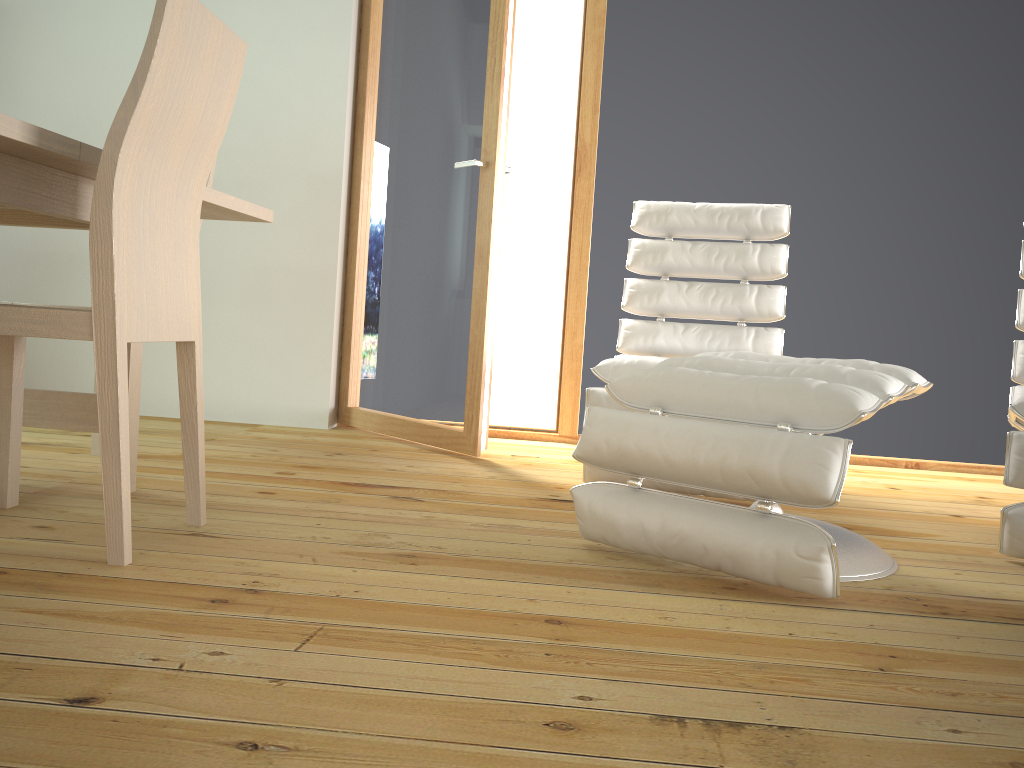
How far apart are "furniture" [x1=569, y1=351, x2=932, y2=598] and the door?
1.03m

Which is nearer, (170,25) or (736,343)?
(170,25)

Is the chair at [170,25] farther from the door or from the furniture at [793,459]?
the door

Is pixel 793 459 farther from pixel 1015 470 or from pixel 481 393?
pixel 481 393

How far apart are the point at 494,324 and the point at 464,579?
1.5m

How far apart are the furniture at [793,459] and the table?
1.1 meters

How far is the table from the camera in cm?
159

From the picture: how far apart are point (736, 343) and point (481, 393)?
0.9 meters

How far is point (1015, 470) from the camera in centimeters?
196cm

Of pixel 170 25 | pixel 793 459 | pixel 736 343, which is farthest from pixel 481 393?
pixel 170 25
